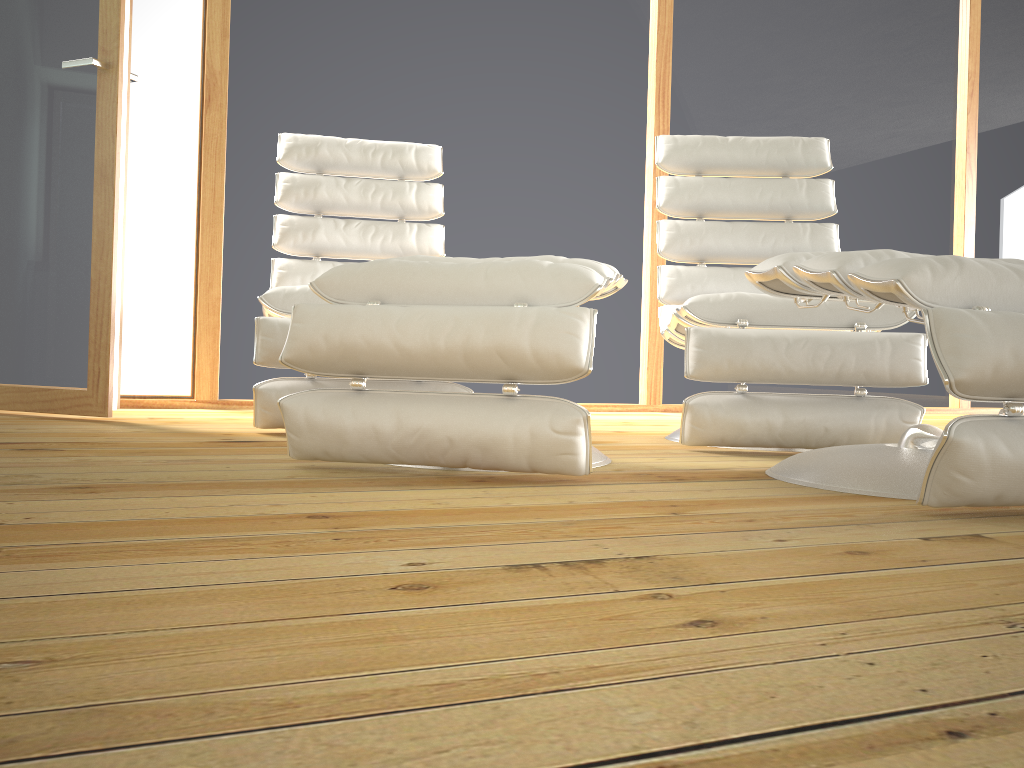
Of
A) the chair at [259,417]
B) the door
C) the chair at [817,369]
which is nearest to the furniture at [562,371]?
the chair at [817,369]

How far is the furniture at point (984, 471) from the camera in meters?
1.2 m

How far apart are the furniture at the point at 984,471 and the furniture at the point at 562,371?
0.3m

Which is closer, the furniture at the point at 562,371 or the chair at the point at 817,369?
the furniture at the point at 562,371

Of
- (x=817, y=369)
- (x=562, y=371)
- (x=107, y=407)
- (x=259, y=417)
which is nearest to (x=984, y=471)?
(x=562, y=371)

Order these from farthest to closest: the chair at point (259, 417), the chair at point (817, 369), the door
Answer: the door < the chair at point (259, 417) < the chair at point (817, 369)

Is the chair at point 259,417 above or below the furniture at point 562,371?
above

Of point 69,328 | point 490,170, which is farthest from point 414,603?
point 490,170

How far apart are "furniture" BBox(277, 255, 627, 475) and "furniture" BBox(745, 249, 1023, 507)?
0.3 meters

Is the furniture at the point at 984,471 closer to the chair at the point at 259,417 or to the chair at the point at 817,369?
the chair at the point at 817,369
